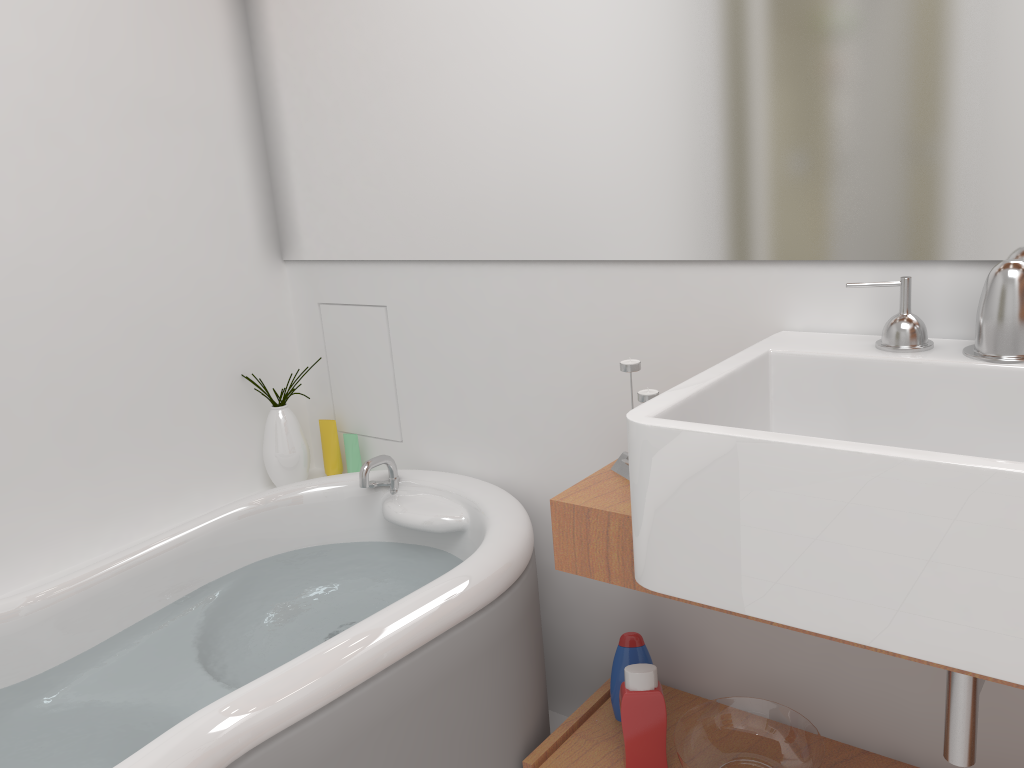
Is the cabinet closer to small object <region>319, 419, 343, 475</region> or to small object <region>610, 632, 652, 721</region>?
small object <region>610, 632, 652, 721</region>

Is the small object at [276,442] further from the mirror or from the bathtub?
the mirror

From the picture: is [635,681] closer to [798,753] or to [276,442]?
[798,753]

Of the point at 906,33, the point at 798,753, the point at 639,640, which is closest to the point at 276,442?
the point at 639,640

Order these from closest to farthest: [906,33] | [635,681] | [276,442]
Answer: [906,33] → [635,681] → [276,442]

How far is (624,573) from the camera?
1.36m

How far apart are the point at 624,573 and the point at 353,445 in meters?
1.0 m

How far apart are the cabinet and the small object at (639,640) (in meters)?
0.01

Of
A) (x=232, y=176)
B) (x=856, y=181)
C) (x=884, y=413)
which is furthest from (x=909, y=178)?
(x=232, y=176)

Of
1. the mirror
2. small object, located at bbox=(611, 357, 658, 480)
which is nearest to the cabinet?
small object, located at bbox=(611, 357, 658, 480)
